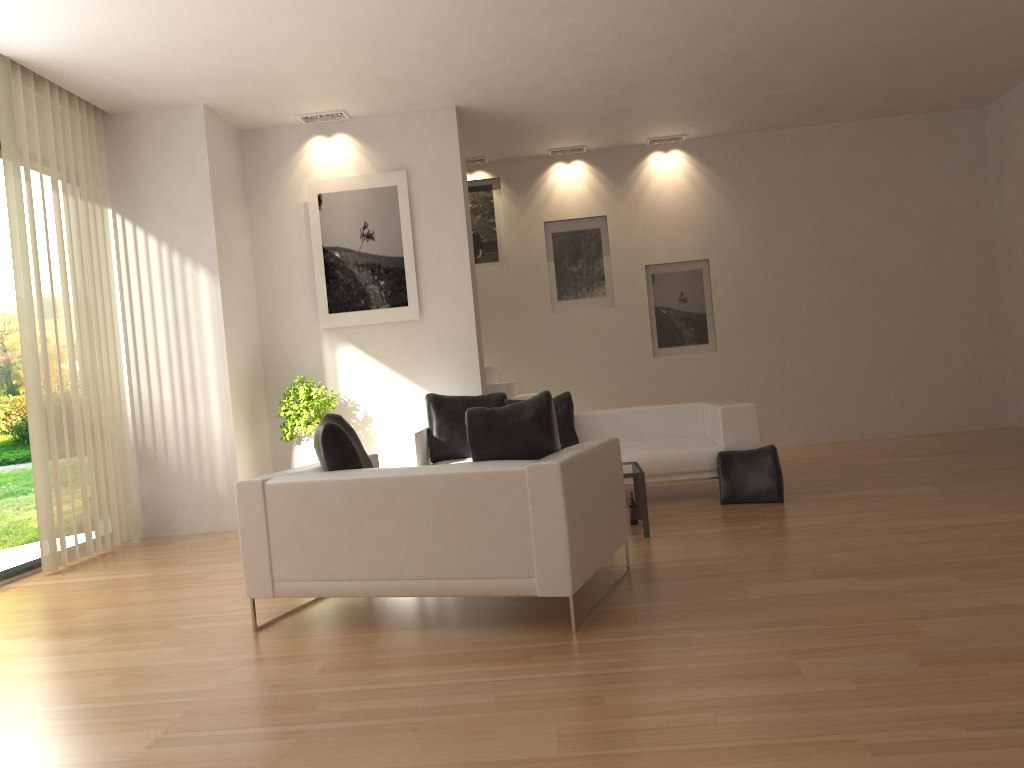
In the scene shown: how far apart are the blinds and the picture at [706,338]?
5.9m

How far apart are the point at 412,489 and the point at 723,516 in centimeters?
304cm

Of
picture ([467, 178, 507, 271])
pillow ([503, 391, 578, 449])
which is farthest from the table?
picture ([467, 178, 507, 271])

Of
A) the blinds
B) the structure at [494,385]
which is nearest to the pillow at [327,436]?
the blinds

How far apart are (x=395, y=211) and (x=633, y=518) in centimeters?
396cm

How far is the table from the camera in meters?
5.8

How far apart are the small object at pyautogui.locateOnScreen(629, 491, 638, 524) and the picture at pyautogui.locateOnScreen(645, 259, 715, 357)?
4.7m

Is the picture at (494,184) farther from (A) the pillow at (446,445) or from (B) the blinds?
(B) the blinds

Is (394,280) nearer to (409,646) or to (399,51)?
(399,51)

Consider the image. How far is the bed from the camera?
7.0m
